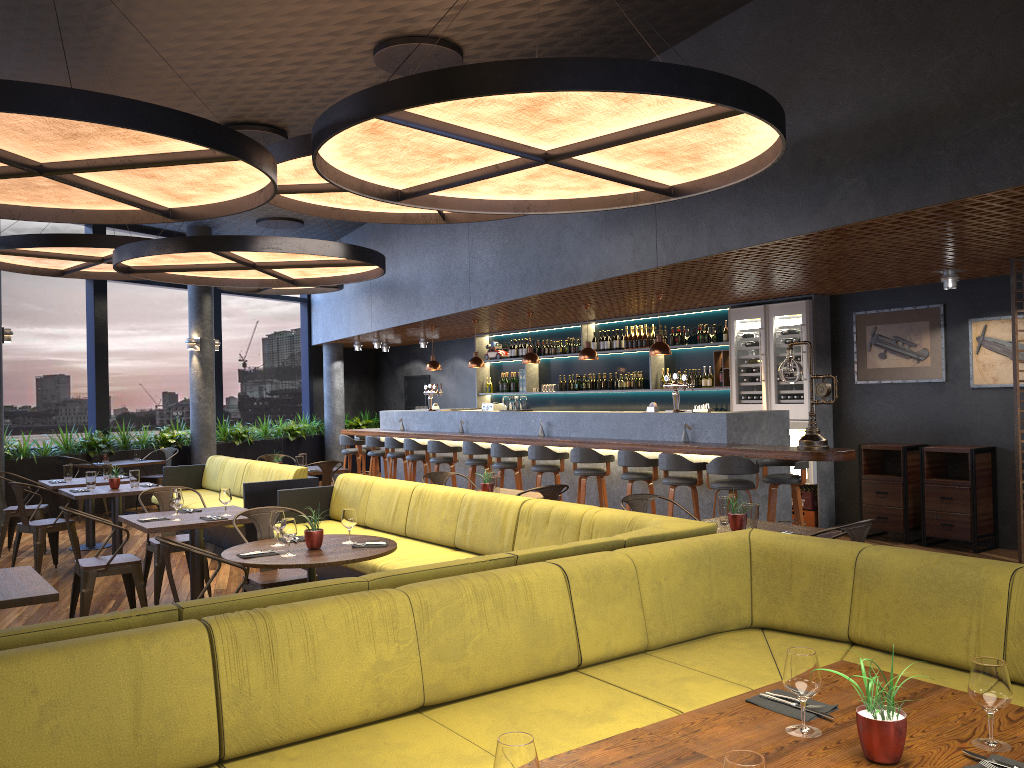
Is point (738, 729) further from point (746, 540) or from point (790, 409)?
point (790, 409)

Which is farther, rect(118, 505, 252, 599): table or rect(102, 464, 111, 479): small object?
rect(102, 464, 111, 479): small object

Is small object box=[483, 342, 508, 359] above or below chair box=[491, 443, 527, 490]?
above

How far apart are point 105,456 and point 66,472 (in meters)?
2.92

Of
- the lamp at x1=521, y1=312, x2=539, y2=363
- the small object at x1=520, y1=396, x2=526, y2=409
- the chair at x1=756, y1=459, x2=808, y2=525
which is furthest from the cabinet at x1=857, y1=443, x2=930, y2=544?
the small object at x1=520, y1=396, x2=526, y2=409

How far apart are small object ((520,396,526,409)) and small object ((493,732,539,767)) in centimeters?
1010cm

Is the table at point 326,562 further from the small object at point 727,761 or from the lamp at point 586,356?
the lamp at point 586,356

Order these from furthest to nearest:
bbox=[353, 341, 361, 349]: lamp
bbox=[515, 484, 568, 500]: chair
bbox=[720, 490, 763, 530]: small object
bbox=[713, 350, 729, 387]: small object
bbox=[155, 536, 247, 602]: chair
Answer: bbox=[353, 341, 361, 349]: lamp < bbox=[713, 350, 729, 387]: small object < bbox=[515, 484, 568, 500]: chair < bbox=[720, 490, 763, 530]: small object < bbox=[155, 536, 247, 602]: chair

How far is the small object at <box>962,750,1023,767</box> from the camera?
2.0m

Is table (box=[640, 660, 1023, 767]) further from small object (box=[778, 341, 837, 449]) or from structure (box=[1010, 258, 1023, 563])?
structure (box=[1010, 258, 1023, 563])
